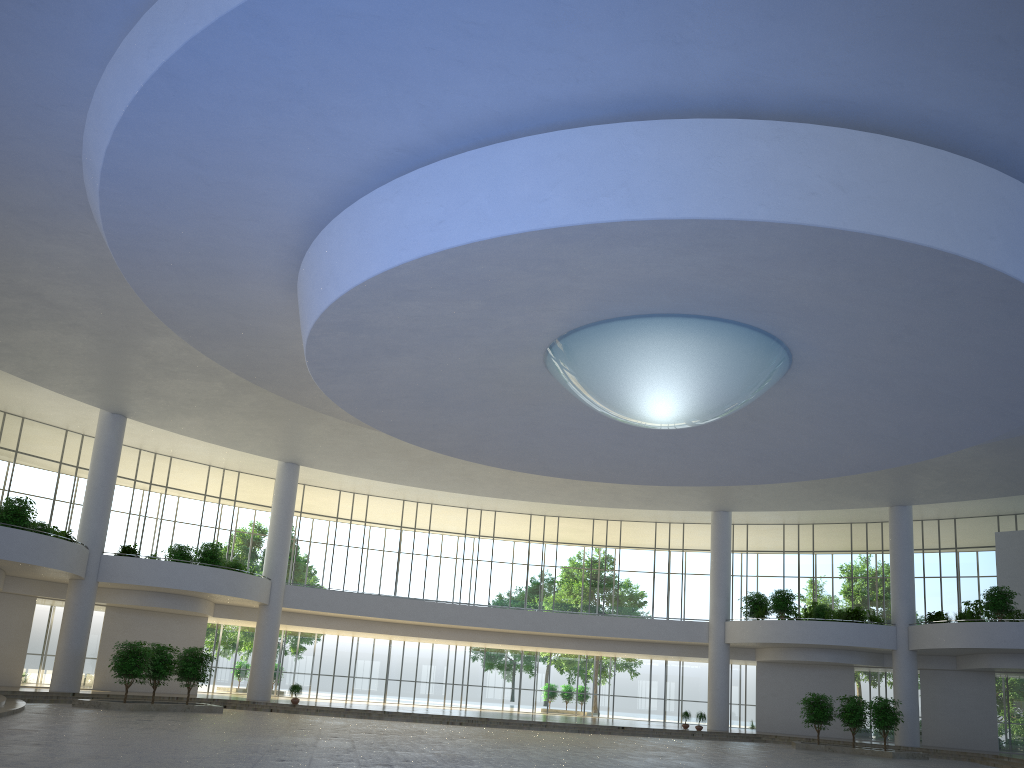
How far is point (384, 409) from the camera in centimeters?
4962cm

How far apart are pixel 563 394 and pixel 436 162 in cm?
2120

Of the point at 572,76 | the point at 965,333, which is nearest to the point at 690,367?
the point at 965,333
